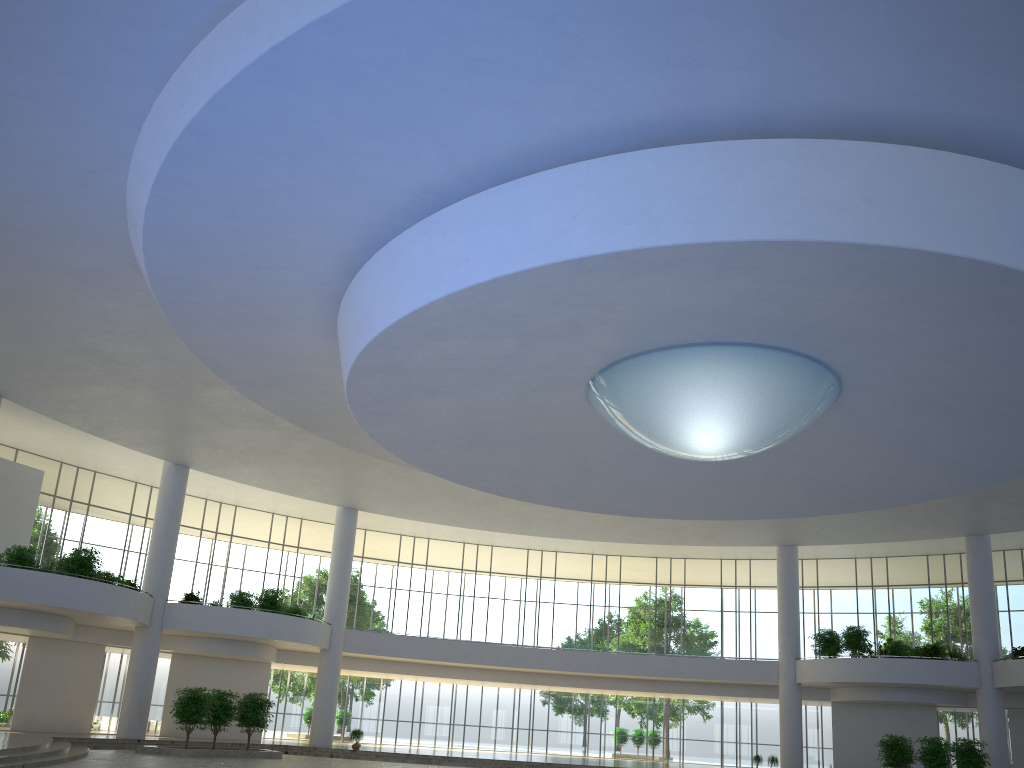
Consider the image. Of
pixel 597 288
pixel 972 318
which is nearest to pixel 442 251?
pixel 597 288
